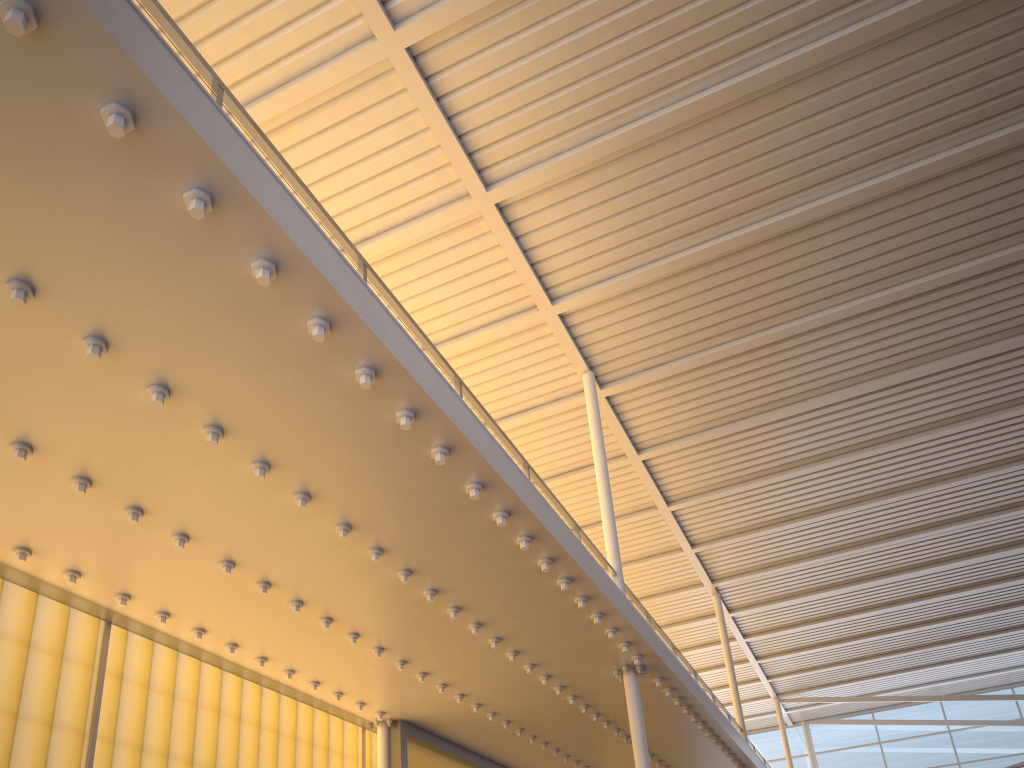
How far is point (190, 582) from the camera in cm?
845

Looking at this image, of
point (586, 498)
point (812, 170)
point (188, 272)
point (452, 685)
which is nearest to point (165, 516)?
point (188, 272)
